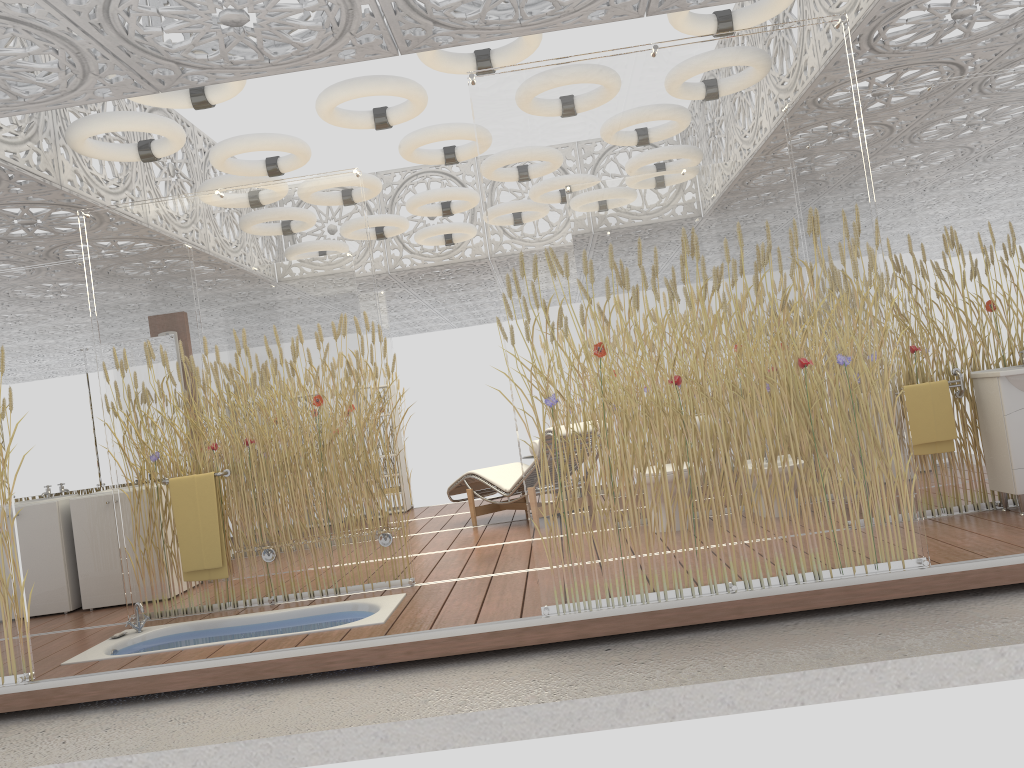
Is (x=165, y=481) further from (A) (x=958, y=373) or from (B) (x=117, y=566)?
(A) (x=958, y=373)

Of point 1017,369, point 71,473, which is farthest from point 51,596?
point 1017,369

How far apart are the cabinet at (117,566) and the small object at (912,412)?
5.29m

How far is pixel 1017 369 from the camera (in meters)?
4.91

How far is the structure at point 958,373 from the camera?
5.3 meters

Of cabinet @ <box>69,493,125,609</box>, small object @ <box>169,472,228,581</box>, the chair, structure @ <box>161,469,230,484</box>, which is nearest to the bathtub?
small object @ <box>169,472,228,581</box>

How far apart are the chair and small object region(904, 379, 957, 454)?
3.2 meters

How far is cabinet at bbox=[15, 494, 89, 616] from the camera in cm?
622

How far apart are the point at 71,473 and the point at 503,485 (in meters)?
3.42

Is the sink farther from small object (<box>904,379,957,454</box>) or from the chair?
the chair
